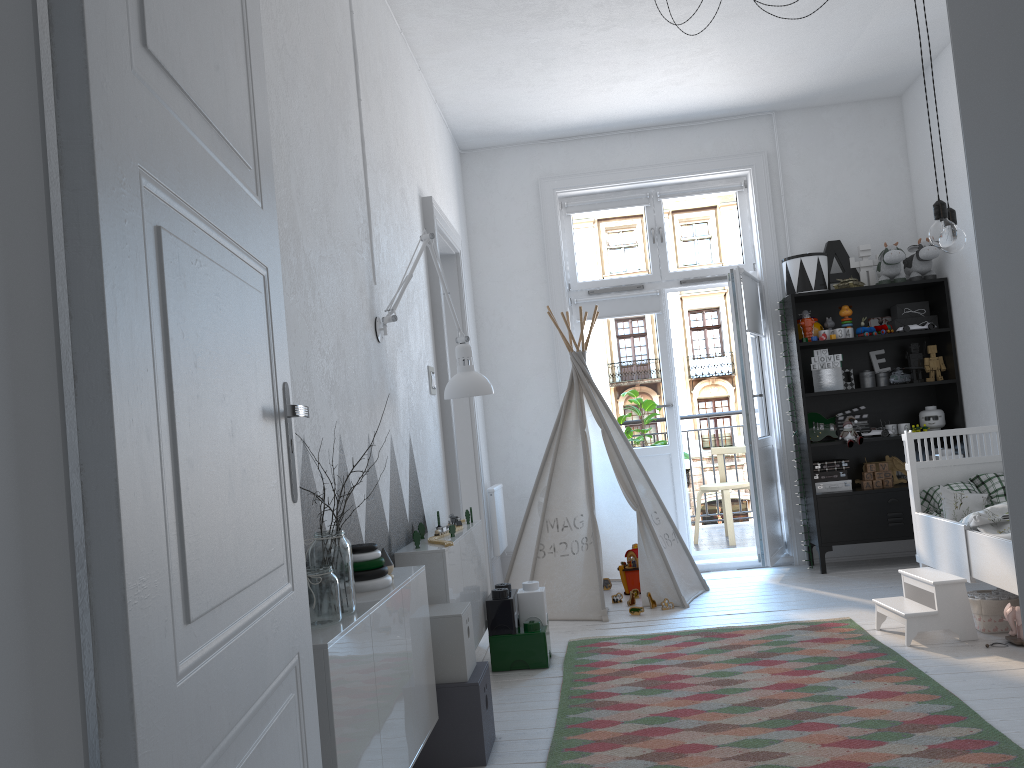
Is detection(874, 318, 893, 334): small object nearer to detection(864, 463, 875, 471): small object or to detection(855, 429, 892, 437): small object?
detection(855, 429, 892, 437): small object

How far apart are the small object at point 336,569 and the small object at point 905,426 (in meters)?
4.29

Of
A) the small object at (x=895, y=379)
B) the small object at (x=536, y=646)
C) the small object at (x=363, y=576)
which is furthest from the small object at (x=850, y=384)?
the small object at (x=363, y=576)

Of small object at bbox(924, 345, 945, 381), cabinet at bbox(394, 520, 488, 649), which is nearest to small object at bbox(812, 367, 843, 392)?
small object at bbox(924, 345, 945, 381)

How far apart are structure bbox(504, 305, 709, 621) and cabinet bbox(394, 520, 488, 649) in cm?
91

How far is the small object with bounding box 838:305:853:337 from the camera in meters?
5.4 m

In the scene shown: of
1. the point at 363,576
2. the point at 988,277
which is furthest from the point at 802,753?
the point at 988,277

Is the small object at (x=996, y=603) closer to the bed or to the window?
the bed

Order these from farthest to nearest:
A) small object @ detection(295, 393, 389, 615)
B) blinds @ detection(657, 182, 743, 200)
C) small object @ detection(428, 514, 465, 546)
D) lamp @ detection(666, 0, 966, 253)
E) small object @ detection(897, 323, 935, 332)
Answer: blinds @ detection(657, 182, 743, 200), small object @ detection(897, 323, 935, 332), small object @ detection(428, 514, 465, 546), lamp @ detection(666, 0, 966, 253), small object @ detection(295, 393, 389, 615)

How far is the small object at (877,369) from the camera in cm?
554
